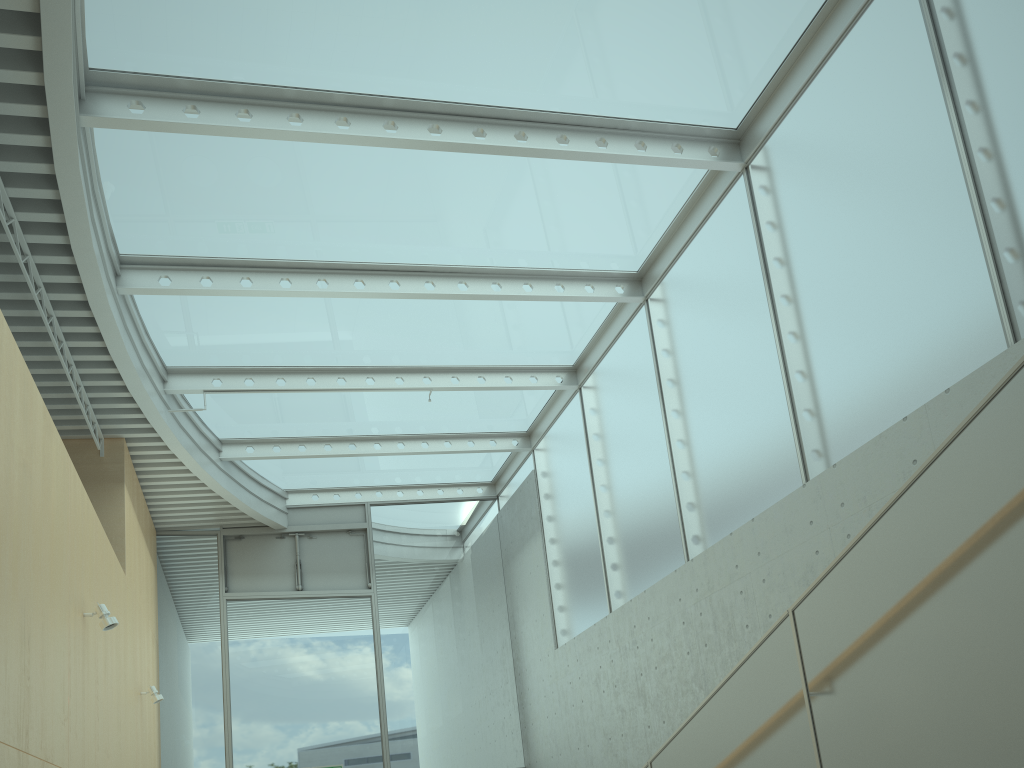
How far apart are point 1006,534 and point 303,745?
9.6m

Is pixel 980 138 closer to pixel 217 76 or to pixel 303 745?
pixel 217 76

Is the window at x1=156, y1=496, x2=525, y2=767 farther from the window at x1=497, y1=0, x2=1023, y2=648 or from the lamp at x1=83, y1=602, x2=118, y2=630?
the lamp at x1=83, y1=602, x2=118, y2=630

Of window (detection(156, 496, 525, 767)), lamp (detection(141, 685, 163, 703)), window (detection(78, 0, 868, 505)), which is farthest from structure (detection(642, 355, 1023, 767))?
window (detection(156, 496, 525, 767))

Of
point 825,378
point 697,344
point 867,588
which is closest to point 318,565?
point 697,344

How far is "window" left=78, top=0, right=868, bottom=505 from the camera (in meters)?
5.64

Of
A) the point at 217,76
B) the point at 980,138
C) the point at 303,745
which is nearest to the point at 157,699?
the point at 303,745

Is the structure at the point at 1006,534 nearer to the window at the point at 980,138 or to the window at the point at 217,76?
the window at the point at 980,138

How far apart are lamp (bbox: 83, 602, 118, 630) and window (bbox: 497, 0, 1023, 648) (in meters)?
4.45

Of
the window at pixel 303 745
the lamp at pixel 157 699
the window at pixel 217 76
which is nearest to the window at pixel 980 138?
the window at pixel 217 76
